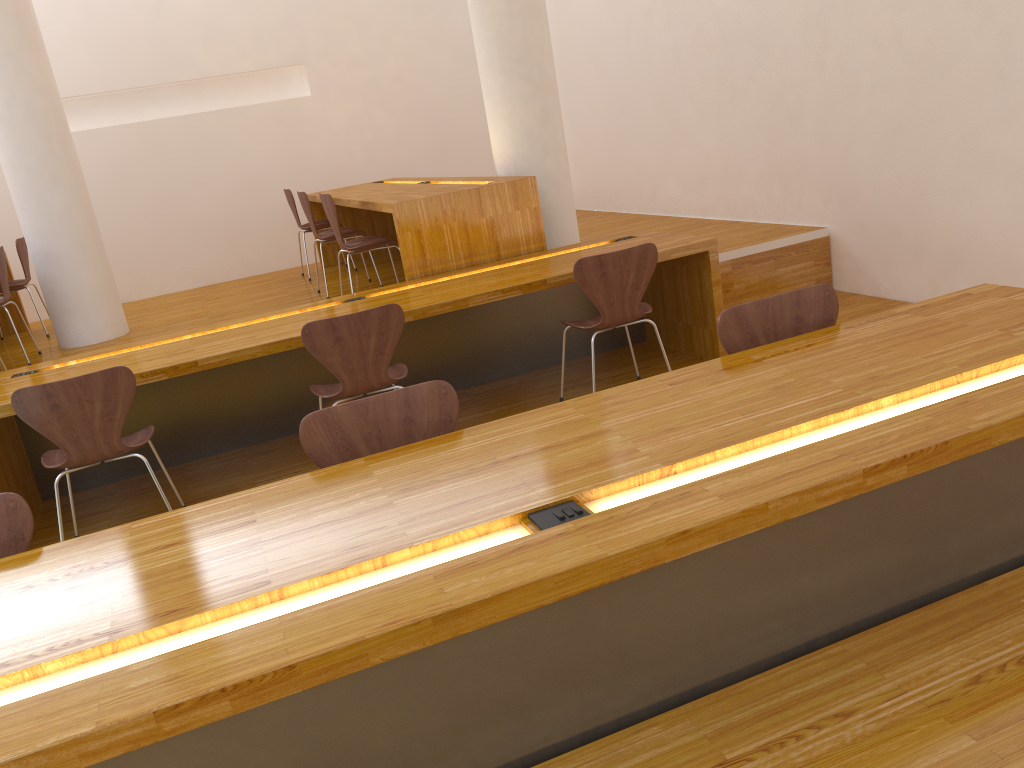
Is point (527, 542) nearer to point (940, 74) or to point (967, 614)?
point (967, 614)

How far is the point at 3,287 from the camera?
5.2m

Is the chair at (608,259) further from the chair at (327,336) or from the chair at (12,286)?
the chair at (12,286)

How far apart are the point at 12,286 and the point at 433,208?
3.5 meters

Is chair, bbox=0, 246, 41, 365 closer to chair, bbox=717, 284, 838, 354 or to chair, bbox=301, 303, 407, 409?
chair, bbox=301, 303, 407, 409

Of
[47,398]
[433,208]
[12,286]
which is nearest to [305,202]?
[433,208]

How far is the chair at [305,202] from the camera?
5.59m

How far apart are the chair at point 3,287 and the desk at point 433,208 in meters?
2.0 m

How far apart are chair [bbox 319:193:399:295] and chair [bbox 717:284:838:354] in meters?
2.8 m

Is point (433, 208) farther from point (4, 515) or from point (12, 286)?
point (12, 286)
